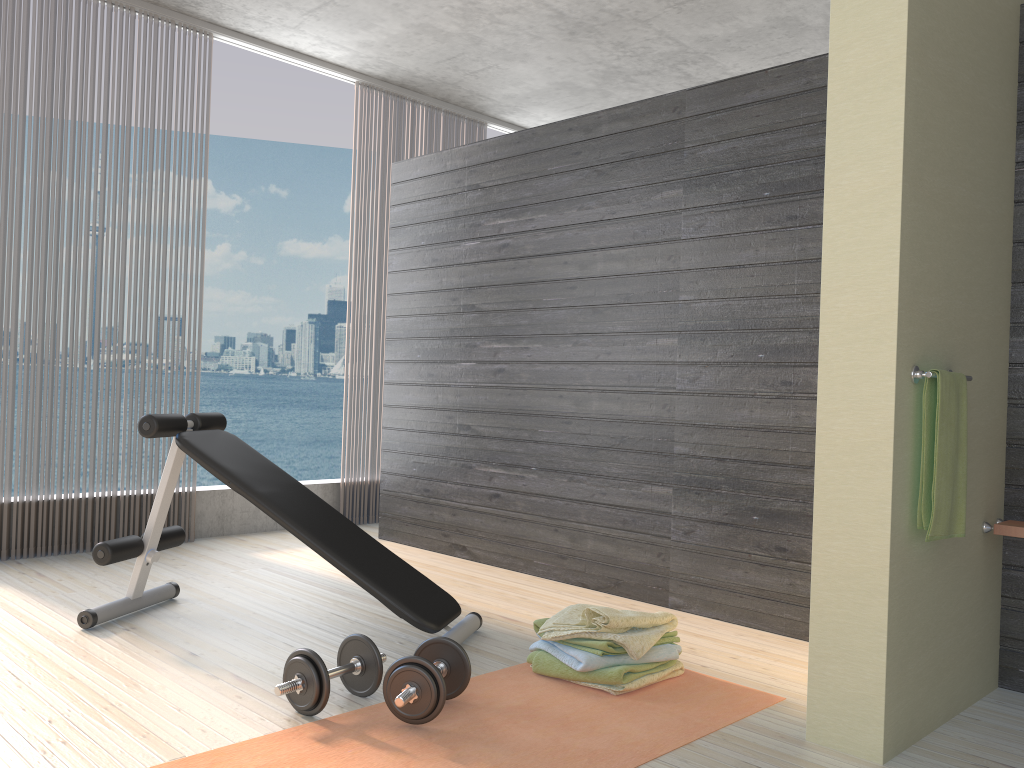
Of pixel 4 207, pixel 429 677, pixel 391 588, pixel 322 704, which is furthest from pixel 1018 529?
pixel 4 207

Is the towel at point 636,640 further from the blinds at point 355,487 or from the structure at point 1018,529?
the blinds at point 355,487

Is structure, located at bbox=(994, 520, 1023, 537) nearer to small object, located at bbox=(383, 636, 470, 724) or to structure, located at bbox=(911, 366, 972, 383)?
structure, located at bbox=(911, 366, 972, 383)

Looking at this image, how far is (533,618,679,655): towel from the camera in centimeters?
259cm

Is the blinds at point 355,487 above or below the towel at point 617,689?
above

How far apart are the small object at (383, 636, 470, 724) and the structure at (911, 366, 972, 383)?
1.39m

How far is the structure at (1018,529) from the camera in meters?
2.6 m

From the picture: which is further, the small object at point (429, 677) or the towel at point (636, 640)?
the towel at point (636, 640)

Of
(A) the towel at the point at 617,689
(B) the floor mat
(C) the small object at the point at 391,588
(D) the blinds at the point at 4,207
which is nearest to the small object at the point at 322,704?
(B) the floor mat

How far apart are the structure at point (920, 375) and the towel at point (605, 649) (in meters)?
1.09
